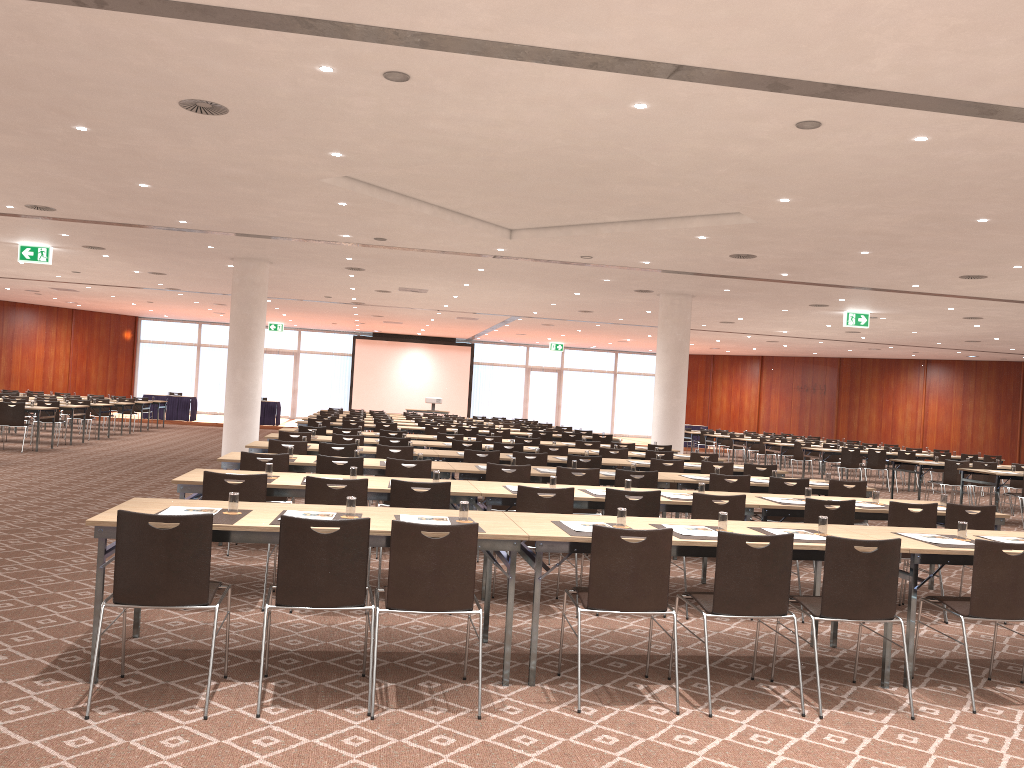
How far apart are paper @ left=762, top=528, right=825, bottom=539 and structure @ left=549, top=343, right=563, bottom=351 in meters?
31.9 m

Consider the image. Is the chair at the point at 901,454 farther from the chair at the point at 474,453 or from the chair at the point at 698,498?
the chair at the point at 698,498

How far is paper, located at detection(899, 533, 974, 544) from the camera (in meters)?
5.60

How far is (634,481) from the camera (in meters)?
8.73

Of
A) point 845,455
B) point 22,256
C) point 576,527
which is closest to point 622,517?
point 576,527

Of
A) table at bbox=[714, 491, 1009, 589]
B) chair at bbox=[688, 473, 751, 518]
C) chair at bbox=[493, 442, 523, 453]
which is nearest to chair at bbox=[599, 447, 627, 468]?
chair at bbox=[493, 442, 523, 453]

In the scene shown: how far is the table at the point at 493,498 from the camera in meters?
6.8 m

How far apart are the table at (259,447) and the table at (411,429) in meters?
7.1 m

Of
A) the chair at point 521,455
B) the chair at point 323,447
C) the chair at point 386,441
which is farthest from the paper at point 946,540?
the chair at point 386,441

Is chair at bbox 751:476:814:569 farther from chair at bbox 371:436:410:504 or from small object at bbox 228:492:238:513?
small object at bbox 228:492:238:513
